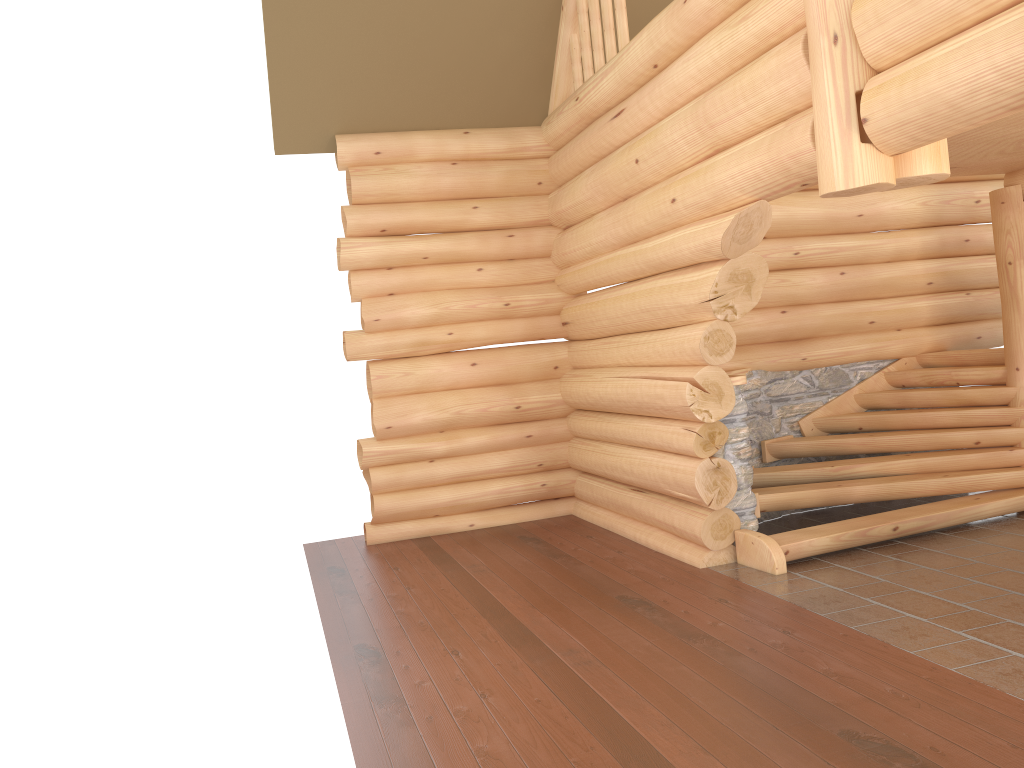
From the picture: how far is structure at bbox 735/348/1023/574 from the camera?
7.2m

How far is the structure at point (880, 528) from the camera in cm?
718

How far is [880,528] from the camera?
7.2 meters
